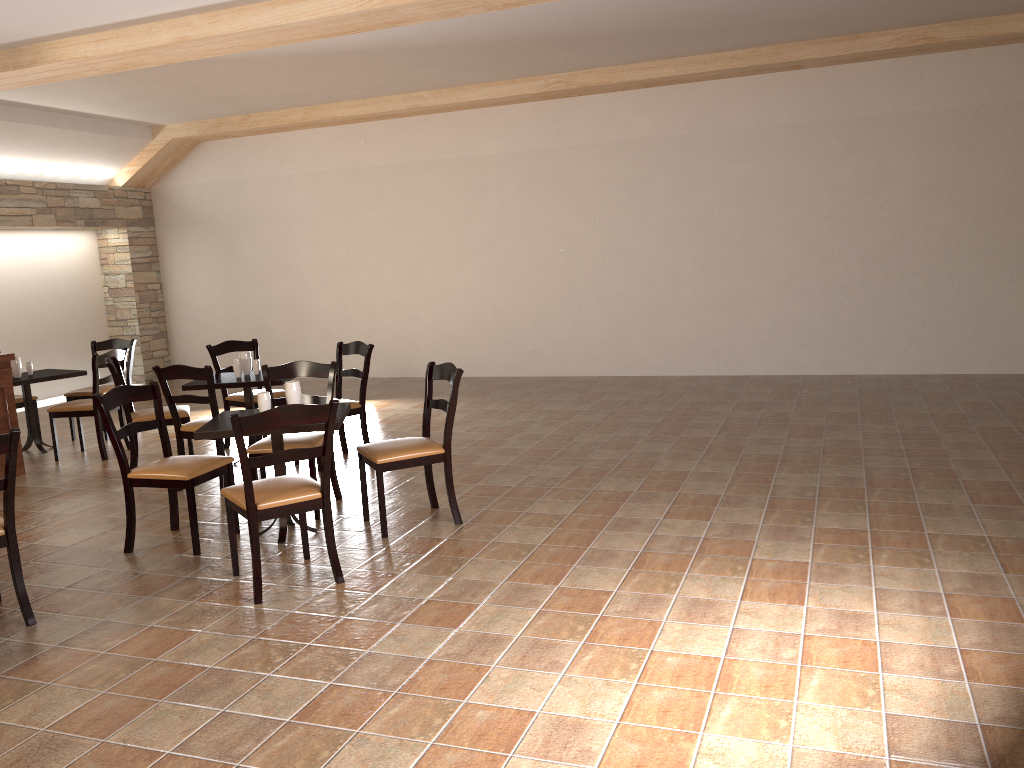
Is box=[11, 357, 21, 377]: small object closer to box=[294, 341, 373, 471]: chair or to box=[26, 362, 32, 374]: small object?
box=[26, 362, 32, 374]: small object

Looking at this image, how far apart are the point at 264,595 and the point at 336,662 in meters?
0.8 m

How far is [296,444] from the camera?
5.0m

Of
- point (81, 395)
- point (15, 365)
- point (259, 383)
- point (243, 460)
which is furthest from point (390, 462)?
point (81, 395)

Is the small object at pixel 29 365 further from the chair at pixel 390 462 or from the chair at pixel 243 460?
the chair at pixel 243 460

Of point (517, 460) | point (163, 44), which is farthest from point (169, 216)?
point (517, 460)

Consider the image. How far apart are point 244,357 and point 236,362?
0.1 meters

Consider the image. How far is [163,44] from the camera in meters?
6.3

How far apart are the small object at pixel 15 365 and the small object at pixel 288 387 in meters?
3.8 m

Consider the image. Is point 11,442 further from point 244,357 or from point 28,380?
point 28,380
